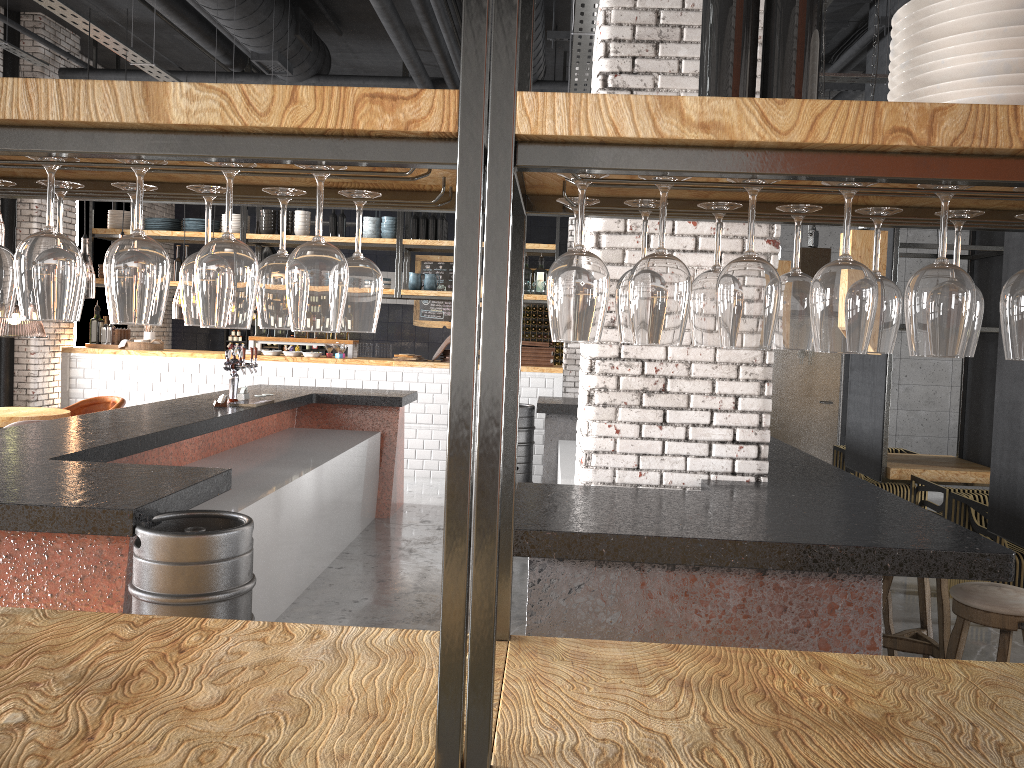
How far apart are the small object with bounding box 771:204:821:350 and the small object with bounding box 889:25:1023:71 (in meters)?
0.27

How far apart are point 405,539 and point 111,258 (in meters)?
5.91

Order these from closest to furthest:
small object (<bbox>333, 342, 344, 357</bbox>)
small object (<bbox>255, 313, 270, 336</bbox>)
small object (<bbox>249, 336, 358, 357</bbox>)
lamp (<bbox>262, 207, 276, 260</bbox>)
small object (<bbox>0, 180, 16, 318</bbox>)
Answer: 1. small object (<bbox>0, 180, 16, 318</bbox>)
2. small object (<bbox>333, 342, 344, 357</bbox>)
3. small object (<bbox>249, 336, 358, 357</bbox>)
4. small object (<bbox>255, 313, 270, 336</bbox>)
5. lamp (<bbox>262, 207, 276, 260</bbox>)

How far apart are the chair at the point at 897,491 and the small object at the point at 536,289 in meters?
3.9

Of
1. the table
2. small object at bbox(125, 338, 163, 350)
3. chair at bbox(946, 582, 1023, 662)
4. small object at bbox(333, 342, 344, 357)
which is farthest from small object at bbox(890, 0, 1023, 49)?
small object at bbox(125, 338, 163, 350)

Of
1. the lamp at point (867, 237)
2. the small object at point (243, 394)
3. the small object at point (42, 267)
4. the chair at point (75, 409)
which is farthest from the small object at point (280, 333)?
the small object at point (42, 267)

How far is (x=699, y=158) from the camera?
1.3 meters

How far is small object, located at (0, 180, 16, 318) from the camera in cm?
172

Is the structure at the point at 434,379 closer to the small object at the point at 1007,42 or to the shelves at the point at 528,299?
the shelves at the point at 528,299

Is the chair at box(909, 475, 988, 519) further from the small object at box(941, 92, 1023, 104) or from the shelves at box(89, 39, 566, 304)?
the small object at box(941, 92, 1023, 104)
